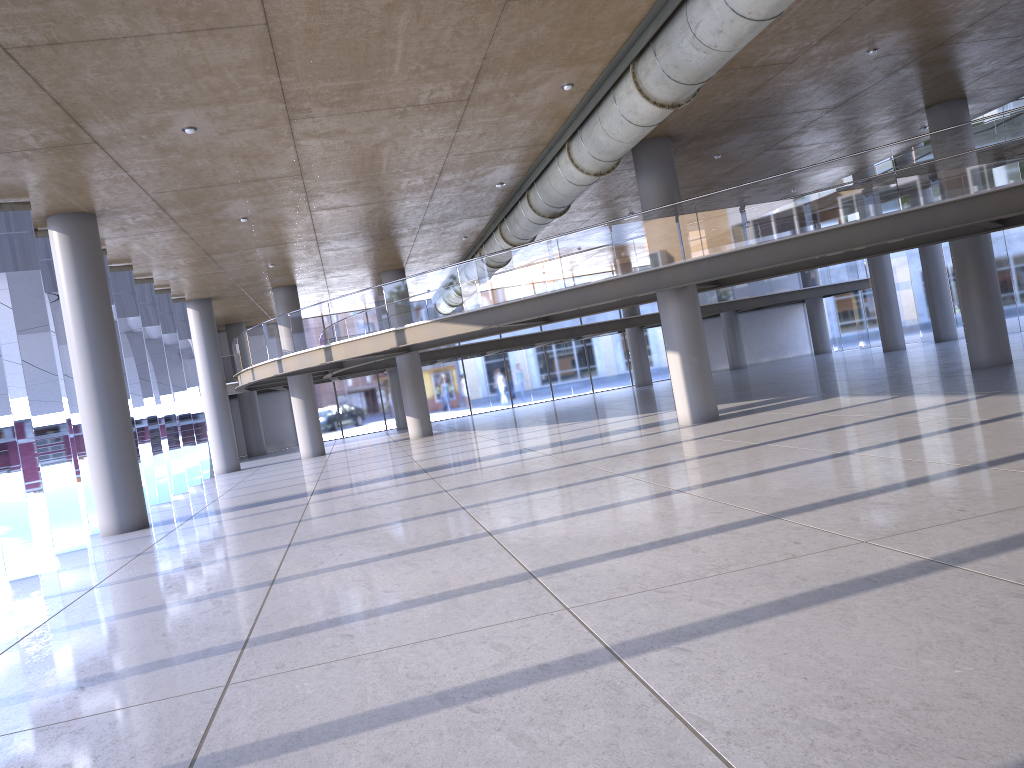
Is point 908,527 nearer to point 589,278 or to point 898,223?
point 898,223
